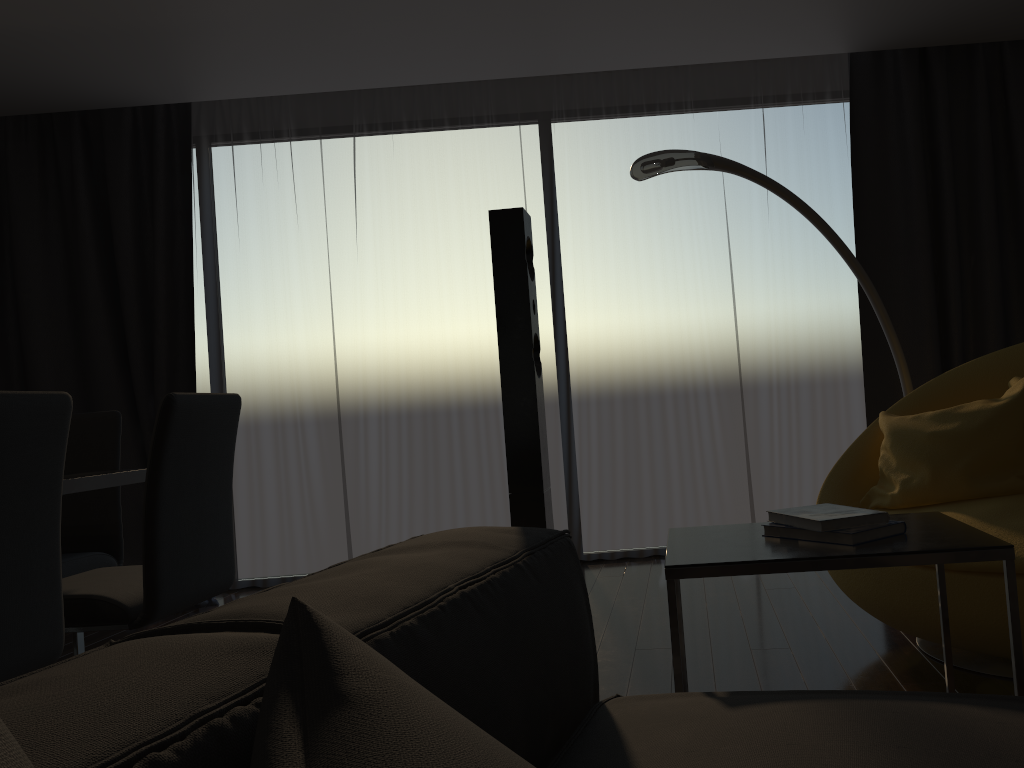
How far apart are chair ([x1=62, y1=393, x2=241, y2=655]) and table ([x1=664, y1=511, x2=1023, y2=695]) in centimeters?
129cm

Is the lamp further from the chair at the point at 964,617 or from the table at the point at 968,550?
the table at the point at 968,550

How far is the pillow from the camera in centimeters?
57cm

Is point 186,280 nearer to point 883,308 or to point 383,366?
point 383,366

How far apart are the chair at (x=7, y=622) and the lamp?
2.01m

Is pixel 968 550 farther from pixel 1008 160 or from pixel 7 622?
pixel 1008 160

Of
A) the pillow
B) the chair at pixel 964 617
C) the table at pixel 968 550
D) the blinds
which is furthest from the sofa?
the blinds

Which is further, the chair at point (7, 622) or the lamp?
the lamp

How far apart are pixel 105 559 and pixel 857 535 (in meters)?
2.61

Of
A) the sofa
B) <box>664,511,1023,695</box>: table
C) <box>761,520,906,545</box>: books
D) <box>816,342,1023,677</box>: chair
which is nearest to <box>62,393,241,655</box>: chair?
the sofa
